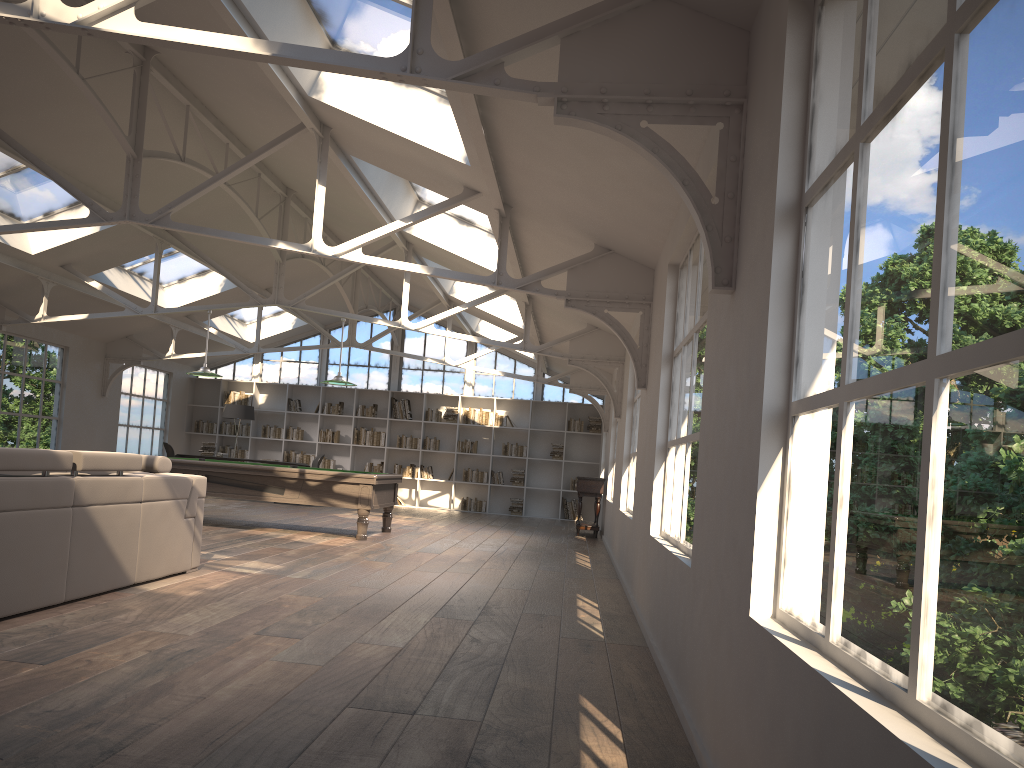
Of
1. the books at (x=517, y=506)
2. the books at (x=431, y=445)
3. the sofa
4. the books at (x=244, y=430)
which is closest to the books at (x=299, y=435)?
the books at (x=244, y=430)

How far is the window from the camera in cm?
1815

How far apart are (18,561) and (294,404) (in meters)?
13.87

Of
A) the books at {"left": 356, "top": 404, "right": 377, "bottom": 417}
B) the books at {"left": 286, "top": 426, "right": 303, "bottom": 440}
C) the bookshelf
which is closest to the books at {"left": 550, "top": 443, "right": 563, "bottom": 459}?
the bookshelf

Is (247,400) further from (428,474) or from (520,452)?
(520,452)

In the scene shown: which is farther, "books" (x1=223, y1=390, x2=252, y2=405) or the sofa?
"books" (x1=223, y1=390, x2=252, y2=405)

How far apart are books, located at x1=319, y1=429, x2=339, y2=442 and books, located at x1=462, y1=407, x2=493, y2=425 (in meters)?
2.65

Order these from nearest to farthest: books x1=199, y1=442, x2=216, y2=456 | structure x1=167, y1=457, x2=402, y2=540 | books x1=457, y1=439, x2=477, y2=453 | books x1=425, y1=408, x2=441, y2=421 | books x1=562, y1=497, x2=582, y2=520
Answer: structure x1=167, y1=457, x2=402, y2=540 → books x1=199, y1=442, x2=216, y2=456 → books x1=562, y1=497, x2=582, y2=520 → books x1=457, y1=439, x2=477, y2=453 → books x1=425, y1=408, x2=441, y2=421

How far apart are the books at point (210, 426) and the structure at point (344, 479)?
8.3m

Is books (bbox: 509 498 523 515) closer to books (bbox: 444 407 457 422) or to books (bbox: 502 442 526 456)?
books (bbox: 502 442 526 456)
